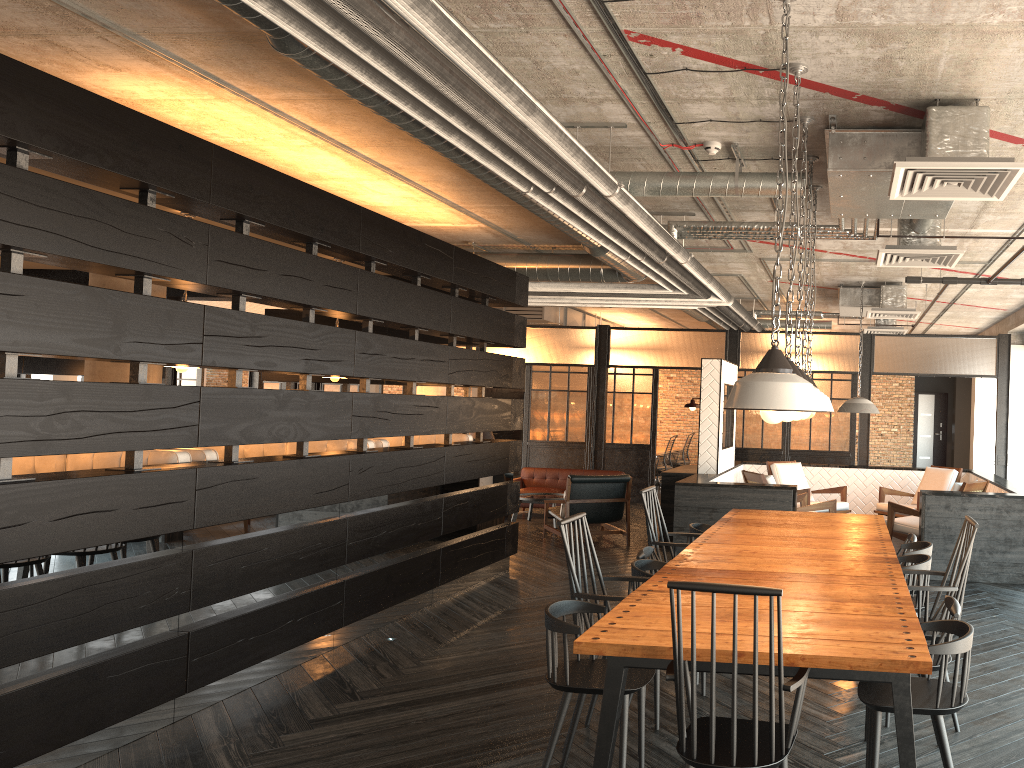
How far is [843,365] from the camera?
11.4 meters

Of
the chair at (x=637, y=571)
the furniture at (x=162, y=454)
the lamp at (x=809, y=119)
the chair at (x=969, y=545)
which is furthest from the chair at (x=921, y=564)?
the furniture at (x=162, y=454)

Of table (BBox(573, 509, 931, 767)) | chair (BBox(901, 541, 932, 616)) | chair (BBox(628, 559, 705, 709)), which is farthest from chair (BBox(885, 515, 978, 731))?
chair (BBox(628, 559, 705, 709))

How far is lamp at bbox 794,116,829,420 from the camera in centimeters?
417cm

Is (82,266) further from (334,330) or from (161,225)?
(334,330)

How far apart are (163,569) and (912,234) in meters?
4.9

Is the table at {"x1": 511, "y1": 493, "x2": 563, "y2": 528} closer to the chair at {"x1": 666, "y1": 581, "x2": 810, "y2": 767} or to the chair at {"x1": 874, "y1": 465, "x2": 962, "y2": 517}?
the chair at {"x1": 874, "y1": 465, "x2": 962, "y2": 517}

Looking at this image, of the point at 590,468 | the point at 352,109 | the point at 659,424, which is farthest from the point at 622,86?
the point at 659,424

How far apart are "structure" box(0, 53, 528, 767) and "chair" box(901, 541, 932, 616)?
3.3 meters

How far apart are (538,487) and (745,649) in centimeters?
943cm
